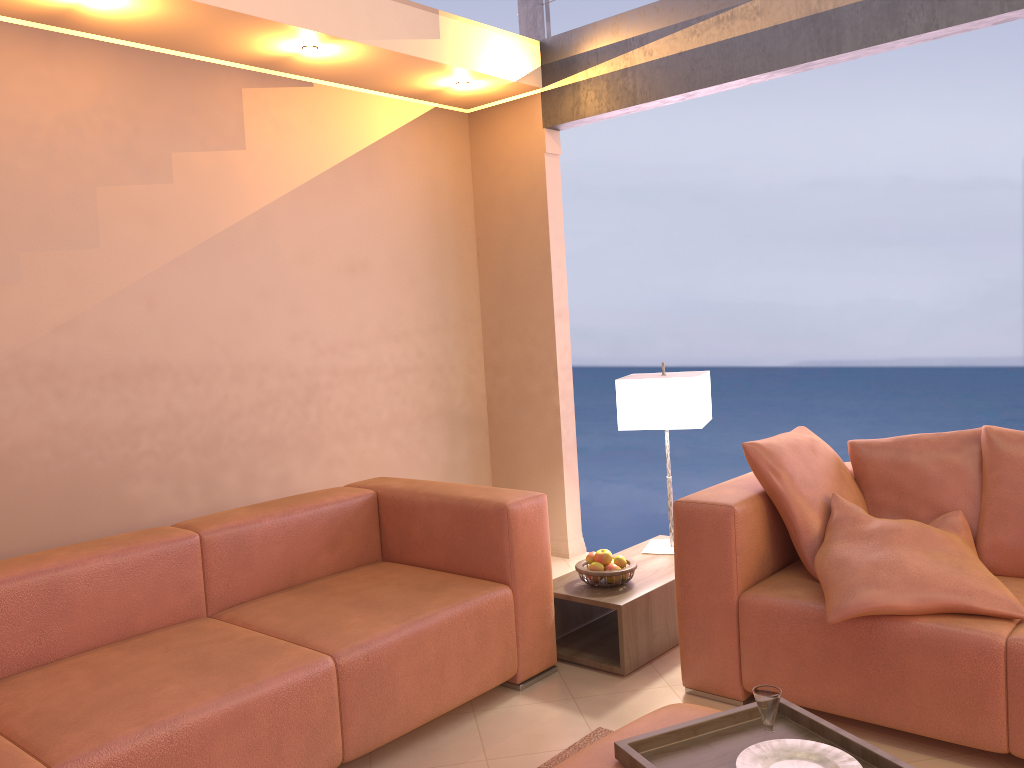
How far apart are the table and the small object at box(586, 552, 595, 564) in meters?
0.1 m

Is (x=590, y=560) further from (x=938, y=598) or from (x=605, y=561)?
(x=938, y=598)

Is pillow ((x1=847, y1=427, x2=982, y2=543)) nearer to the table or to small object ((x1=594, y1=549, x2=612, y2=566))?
the table

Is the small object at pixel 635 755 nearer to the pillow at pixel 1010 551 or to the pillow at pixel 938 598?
the pillow at pixel 938 598

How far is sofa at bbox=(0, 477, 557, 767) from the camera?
2.2m

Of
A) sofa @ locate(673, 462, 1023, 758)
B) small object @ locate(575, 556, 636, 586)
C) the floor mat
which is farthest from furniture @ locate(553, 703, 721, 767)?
small object @ locate(575, 556, 636, 586)

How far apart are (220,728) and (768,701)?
1.32m

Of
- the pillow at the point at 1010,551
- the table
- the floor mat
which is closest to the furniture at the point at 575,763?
the floor mat

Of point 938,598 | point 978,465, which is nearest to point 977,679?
point 938,598

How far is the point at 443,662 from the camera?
2.77m
